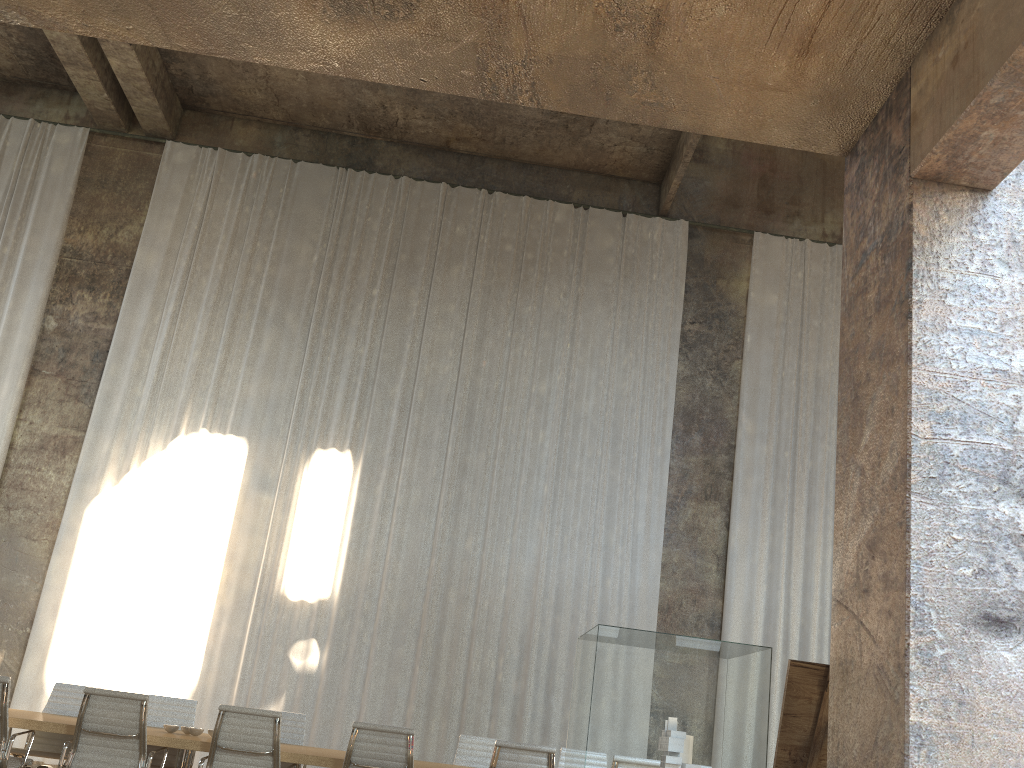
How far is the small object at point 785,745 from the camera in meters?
3.8

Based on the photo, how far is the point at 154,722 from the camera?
7.3 meters

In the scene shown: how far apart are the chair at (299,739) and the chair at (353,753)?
1.9 meters

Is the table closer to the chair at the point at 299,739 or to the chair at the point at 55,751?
the chair at the point at 55,751

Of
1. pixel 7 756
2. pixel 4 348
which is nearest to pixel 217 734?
pixel 7 756

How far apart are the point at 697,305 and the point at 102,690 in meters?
9.7 m

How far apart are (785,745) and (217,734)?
3.7m

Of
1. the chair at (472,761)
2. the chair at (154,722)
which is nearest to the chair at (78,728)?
the chair at (154,722)

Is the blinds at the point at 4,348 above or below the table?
above

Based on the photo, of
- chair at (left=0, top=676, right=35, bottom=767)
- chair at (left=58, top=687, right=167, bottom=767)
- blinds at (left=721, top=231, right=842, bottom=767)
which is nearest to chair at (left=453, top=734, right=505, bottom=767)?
chair at (left=58, top=687, right=167, bottom=767)
